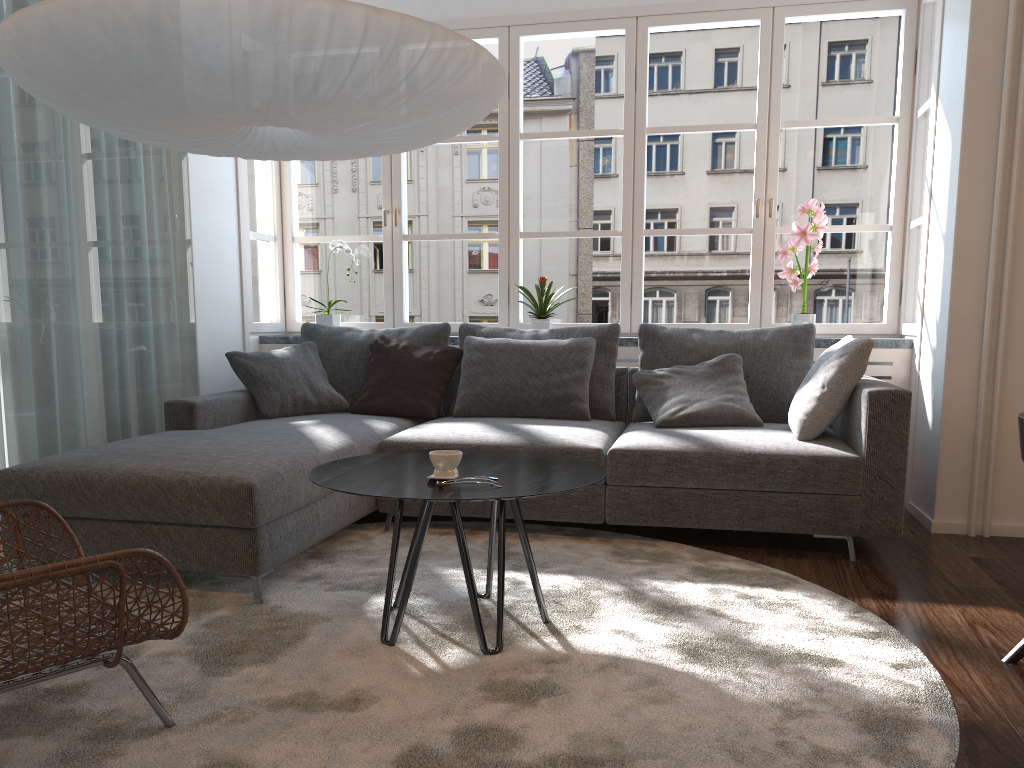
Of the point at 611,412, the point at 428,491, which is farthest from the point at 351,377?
the point at 428,491

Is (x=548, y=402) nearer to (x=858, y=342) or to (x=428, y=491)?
(x=858, y=342)

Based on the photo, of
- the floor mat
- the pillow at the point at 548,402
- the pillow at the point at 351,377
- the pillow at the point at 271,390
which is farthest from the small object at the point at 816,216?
the pillow at the point at 271,390

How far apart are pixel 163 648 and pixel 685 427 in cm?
227

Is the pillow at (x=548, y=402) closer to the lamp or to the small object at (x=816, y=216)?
the small object at (x=816, y=216)

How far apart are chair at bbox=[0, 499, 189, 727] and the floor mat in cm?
2

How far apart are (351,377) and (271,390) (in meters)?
0.45

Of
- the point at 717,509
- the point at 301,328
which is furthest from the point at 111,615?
the point at 301,328

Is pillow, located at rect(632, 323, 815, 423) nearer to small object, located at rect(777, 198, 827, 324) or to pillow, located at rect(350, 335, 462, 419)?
small object, located at rect(777, 198, 827, 324)

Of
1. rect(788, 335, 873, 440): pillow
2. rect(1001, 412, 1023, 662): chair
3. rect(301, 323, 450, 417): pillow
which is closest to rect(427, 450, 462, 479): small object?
rect(1001, 412, 1023, 662): chair
